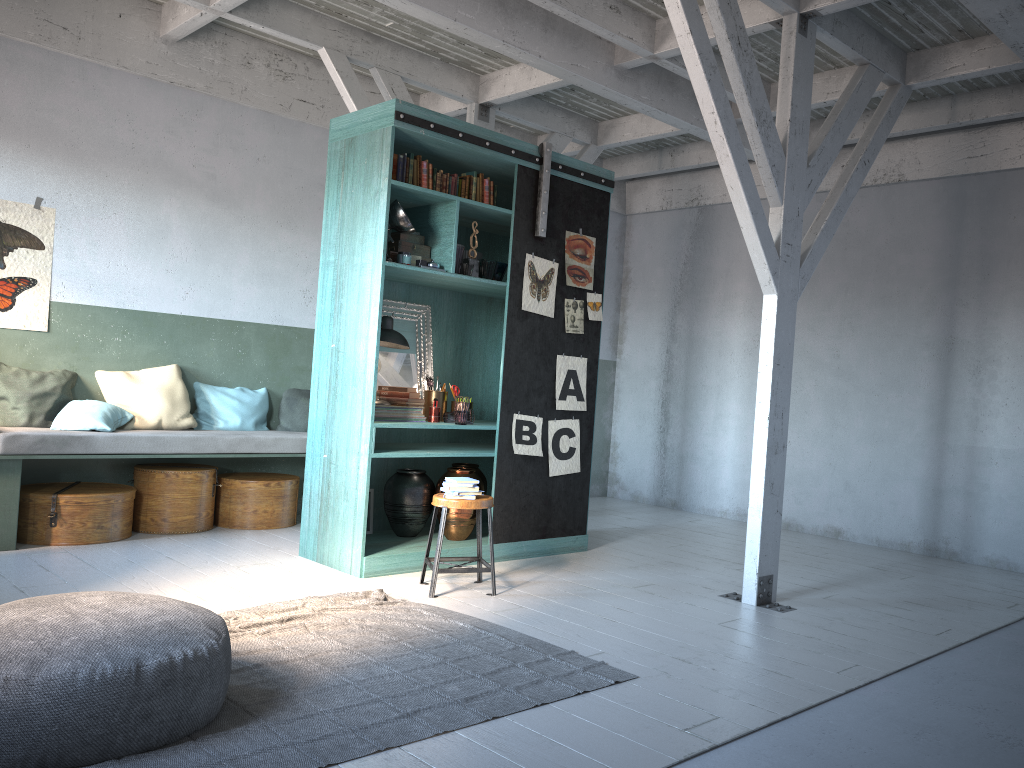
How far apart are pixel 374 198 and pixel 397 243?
0.4 meters

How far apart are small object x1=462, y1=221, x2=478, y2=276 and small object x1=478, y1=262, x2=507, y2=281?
0.3m

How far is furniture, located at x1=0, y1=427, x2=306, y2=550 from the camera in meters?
6.7 m

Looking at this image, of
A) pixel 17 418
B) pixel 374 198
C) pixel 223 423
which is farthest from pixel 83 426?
pixel 374 198

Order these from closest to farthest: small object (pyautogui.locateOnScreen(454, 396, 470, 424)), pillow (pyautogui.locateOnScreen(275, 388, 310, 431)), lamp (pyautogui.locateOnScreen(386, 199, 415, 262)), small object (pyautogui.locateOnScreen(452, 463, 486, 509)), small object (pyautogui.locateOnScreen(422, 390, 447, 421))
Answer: lamp (pyautogui.locateOnScreen(386, 199, 415, 262))
small object (pyautogui.locateOnScreen(454, 396, 470, 424))
small object (pyautogui.locateOnScreen(422, 390, 447, 421))
small object (pyautogui.locateOnScreen(452, 463, 486, 509))
pillow (pyautogui.locateOnScreen(275, 388, 310, 431))

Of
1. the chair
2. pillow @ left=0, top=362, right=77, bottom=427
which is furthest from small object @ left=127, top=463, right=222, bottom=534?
the chair

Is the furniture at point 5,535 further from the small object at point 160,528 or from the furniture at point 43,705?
the furniture at point 43,705

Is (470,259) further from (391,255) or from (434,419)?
(434,419)

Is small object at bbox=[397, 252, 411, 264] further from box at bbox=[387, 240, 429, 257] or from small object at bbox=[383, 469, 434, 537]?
small object at bbox=[383, 469, 434, 537]

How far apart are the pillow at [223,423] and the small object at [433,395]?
2.2 meters
